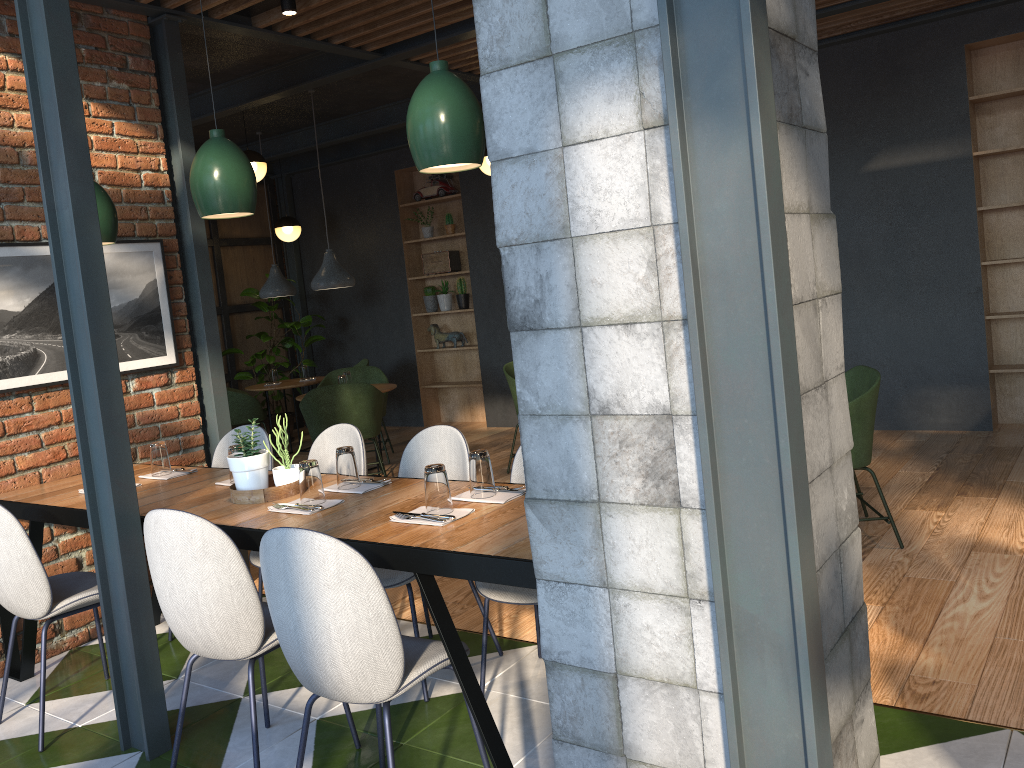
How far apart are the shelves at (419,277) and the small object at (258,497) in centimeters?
571cm

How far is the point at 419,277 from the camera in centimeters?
917cm

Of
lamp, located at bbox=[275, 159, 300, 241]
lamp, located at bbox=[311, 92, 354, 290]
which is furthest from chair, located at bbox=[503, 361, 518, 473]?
lamp, located at bbox=[275, 159, 300, 241]

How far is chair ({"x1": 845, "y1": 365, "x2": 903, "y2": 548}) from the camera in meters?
4.0

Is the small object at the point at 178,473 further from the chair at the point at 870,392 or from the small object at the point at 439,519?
the chair at the point at 870,392

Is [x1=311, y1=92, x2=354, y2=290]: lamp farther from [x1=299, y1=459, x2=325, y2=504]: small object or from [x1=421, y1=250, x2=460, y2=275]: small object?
[x1=299, y1=459, x2=325, y2=504]: small object

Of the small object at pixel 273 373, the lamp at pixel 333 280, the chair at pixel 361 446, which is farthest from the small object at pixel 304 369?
the chair at pixel 361 446

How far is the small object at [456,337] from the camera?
9.1 meters

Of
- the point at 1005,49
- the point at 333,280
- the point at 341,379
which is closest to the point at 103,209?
the point at 333,280

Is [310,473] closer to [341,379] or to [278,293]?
[341,379]
